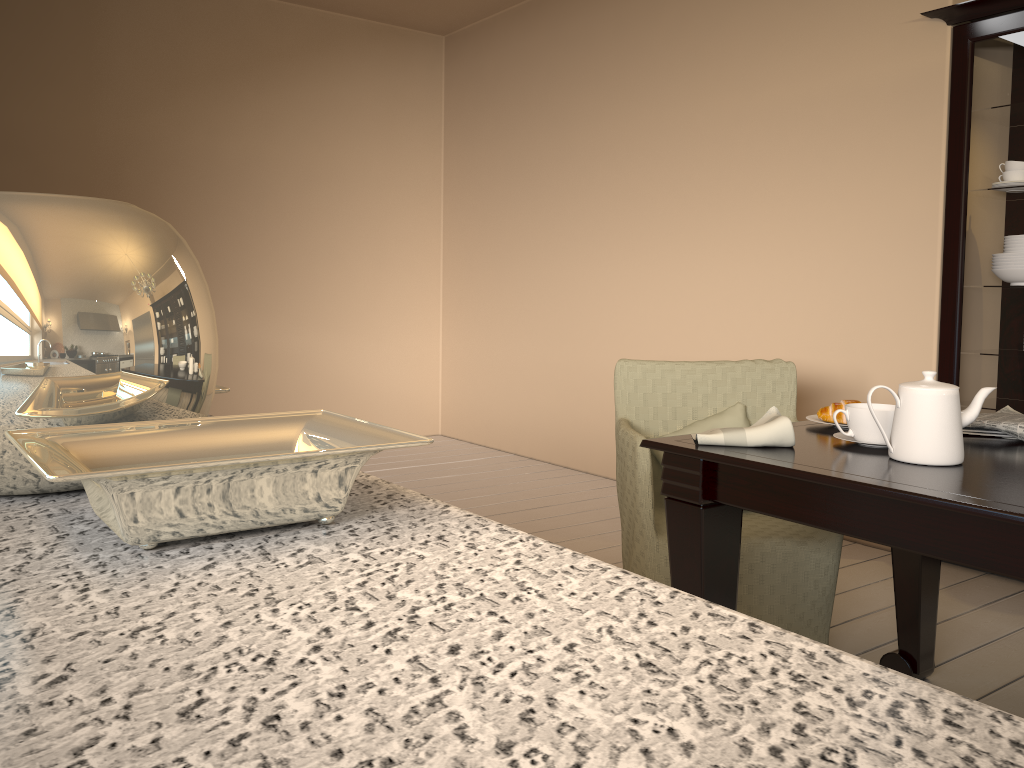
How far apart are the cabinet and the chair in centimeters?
84cm

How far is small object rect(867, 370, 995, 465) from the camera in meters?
1.5 m

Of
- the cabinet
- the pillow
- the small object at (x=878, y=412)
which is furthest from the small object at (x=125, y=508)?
the cabinet

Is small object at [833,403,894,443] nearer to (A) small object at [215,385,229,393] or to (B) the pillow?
(B) the pillow

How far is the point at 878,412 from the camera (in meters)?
1.63

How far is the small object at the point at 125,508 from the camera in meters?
0.4

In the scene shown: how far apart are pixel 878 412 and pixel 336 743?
1.55m

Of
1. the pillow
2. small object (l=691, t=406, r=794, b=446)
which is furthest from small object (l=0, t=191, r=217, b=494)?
the pillow

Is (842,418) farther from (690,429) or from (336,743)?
(336,743)

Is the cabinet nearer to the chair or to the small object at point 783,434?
the chair
